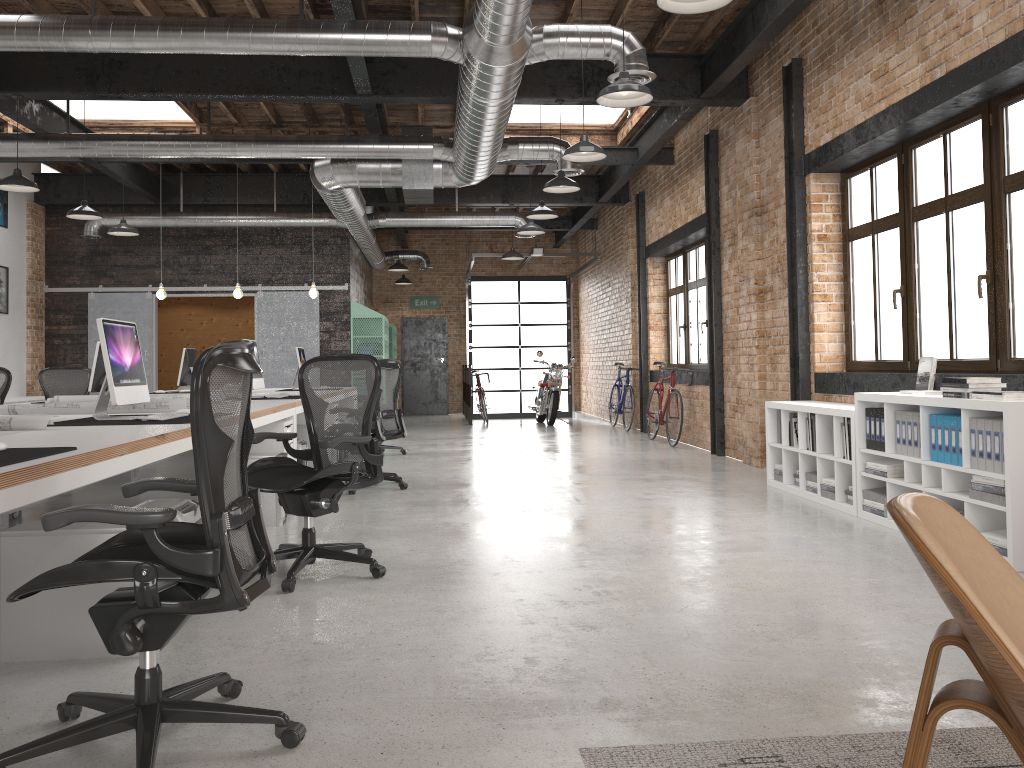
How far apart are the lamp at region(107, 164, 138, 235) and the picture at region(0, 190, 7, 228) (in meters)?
2.65

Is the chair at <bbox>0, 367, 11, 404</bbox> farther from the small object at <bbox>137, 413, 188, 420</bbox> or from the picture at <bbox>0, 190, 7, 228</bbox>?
the picture at <bbox>0, 190, 7, 228</bbox>

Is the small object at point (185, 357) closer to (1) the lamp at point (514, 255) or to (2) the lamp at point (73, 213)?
(2) the lamp at point (73, 213)

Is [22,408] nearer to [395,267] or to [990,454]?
[990,454]

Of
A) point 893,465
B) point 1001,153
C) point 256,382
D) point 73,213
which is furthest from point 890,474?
point 73,213

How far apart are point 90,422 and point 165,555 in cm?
227

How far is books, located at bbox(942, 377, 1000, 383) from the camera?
4.6m

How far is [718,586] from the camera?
4.0 meters

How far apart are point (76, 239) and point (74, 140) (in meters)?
5.44

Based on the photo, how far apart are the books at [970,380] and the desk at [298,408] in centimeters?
446cm
